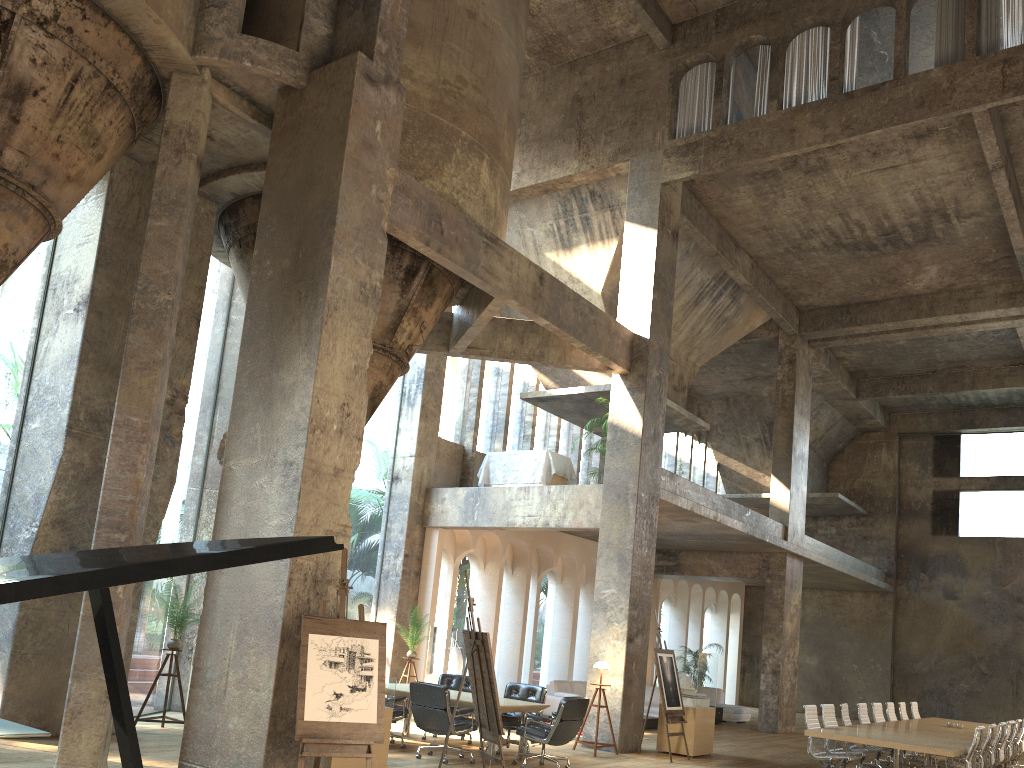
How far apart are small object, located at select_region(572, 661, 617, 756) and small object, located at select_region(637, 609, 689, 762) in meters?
0.8

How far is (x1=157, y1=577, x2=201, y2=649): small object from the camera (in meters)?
10.28

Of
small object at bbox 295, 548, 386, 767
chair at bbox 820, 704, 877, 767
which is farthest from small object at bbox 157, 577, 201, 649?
chair at bbox 820, 704, 877, 767

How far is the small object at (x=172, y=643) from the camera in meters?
10.3

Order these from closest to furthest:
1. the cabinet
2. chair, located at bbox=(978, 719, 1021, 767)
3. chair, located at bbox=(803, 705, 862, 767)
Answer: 1. chair, located at bbox=(803, 705, 862, 767)
2. chair, located at bbox=(978, 719, 1021, 767)
3. the cabinet

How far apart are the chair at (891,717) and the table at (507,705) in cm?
680

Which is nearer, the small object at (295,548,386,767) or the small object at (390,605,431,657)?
the small object at (295,548,386,767)

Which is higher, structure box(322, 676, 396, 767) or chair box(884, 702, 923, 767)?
chair box(884, 702, 923, 767)

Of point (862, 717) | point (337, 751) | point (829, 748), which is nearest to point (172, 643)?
point (337, 751)

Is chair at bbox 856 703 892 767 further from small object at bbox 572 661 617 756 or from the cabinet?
the cabinet
